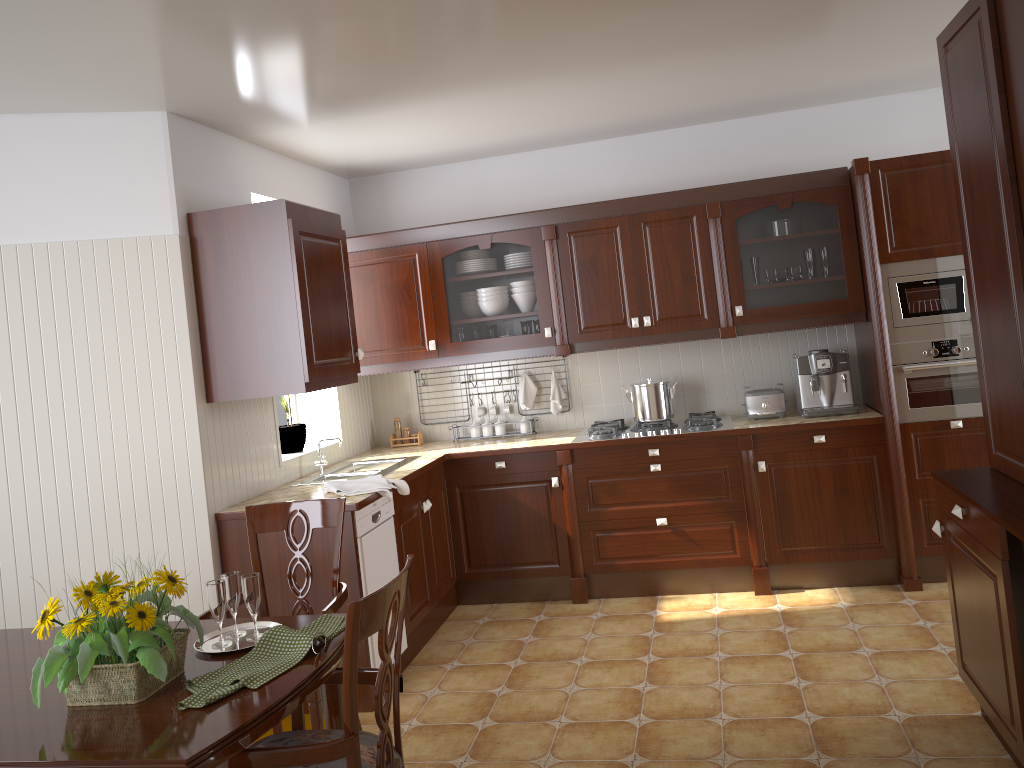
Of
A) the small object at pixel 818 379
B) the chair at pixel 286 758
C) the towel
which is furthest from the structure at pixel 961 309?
the chair at pixel 286 758

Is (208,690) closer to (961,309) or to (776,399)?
(776,399)

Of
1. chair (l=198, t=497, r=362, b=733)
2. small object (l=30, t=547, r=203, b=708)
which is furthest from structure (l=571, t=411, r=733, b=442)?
small object (l=30, t=547, r=203, b=708)

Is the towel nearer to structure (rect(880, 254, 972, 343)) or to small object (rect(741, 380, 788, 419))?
small object (rect(741, 380, 788, 419))

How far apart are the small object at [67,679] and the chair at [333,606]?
0.6m

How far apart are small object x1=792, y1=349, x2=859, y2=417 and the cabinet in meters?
0.2 m

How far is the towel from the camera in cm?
367

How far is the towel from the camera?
3.7 meters

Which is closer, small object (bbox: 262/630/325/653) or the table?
the table

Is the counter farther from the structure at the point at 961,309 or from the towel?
the structure at the point at 961,309
